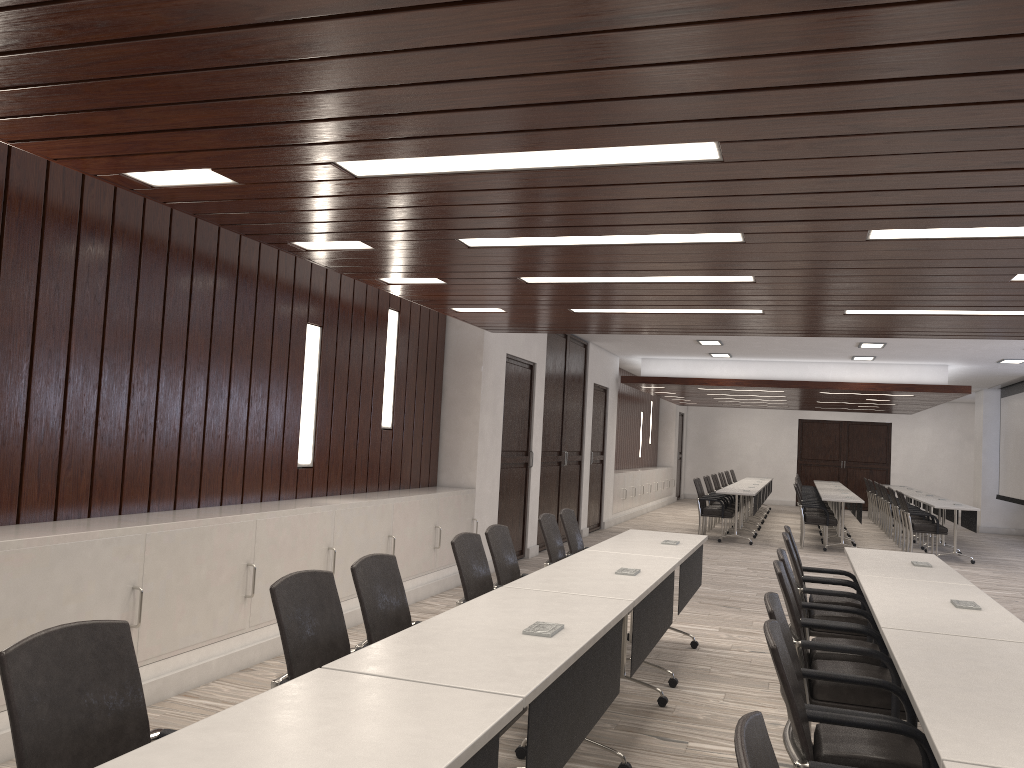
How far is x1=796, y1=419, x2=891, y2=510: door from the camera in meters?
23.2 m

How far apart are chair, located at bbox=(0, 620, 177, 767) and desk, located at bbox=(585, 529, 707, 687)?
3.5m

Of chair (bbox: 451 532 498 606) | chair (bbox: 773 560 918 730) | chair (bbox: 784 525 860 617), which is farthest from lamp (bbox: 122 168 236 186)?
chair (bbox: 784 525 860 617)

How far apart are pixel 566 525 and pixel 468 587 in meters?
2.1 m

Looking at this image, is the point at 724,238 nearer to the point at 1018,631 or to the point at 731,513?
the point at 1018,631

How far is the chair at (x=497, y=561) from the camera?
4.8 meters

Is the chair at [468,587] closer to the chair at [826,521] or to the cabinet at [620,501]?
the chair at [826,521]

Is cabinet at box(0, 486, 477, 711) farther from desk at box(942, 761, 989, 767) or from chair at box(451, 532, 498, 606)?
desk at box(942, 761, 989, 767)

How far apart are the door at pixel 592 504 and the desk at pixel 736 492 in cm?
212

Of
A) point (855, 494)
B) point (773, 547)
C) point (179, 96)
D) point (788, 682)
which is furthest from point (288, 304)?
point (855, 494)
